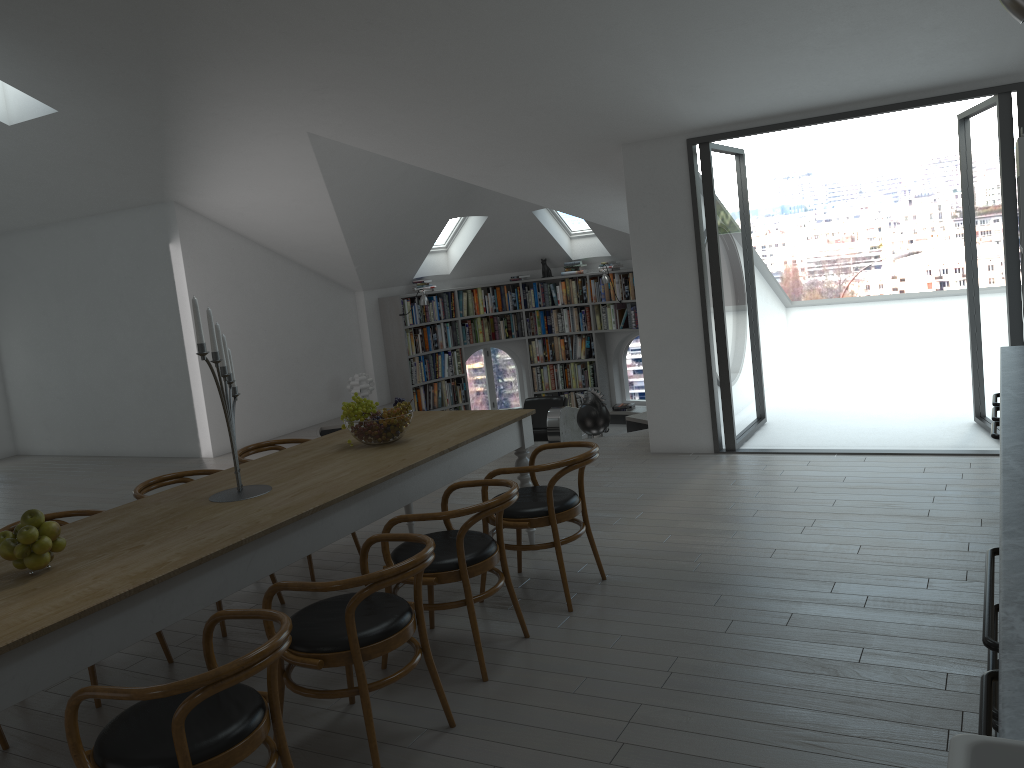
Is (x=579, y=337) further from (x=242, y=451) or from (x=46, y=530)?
(x=46, y=530)

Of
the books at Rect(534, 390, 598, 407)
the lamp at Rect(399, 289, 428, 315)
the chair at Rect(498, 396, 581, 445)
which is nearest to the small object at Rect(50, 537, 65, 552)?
the chair at Rect(498, 396, 581, 445)

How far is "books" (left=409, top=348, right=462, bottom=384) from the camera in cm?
1147

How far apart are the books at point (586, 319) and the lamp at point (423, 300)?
1.78m

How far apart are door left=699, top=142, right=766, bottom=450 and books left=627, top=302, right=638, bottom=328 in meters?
2.5 m

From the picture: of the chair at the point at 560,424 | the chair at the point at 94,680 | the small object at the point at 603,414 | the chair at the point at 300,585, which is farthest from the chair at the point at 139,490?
the chair at the point at 560,424

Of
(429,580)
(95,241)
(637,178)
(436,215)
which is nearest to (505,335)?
(436,215)

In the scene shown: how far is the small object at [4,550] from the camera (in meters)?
2.94

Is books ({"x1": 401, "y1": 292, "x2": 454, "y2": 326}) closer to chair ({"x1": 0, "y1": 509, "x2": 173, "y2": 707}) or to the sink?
chair ({"x1": 0, "y1": 509, "x2": 173, "y2": 707})

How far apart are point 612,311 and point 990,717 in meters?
10.2
